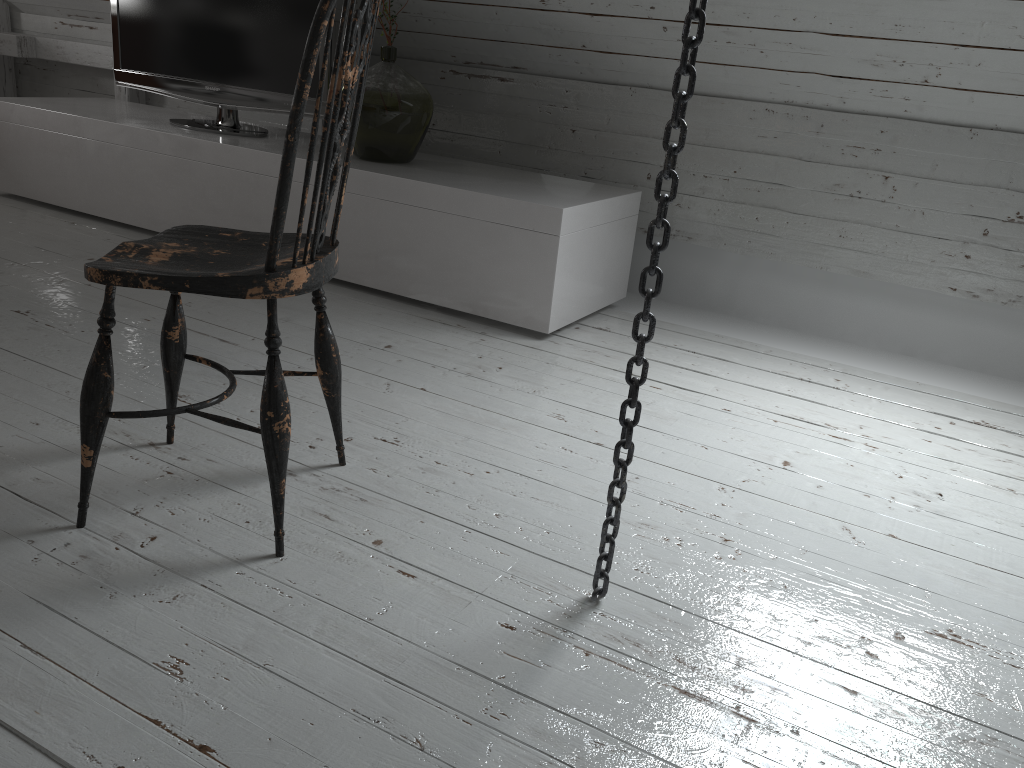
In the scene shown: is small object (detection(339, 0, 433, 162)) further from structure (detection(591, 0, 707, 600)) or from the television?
structure (detection(591, 0, 707, 600))

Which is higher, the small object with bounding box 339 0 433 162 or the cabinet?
the small object with bounding box 339 0 433 162

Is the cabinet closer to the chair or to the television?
the television

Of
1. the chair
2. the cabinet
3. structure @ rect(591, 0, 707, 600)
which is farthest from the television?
structure @ rect(591, 0, 707, 600)

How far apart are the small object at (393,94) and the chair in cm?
139

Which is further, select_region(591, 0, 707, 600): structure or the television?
the television

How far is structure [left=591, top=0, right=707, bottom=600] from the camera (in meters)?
1.09

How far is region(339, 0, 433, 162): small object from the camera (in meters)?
2.82

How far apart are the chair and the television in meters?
1.7 m

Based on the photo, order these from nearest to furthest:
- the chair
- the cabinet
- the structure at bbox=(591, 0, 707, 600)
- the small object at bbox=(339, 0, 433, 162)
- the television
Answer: the structure at bbox=(591, 0, 707, 600)
the chair
the cabinet
the small object at bbox=(339, 0, 433, 162)
the television
